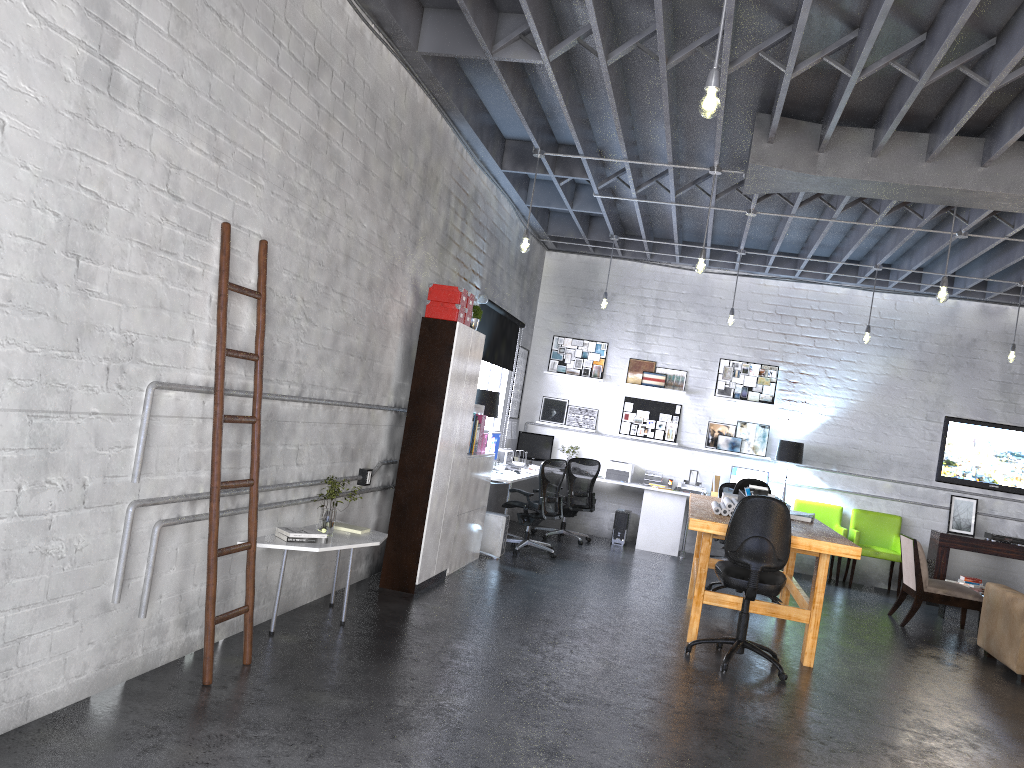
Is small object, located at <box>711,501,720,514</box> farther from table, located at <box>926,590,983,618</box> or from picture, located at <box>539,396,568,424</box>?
picture, located at <box>539,396,568,424</box>

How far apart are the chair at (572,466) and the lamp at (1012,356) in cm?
466

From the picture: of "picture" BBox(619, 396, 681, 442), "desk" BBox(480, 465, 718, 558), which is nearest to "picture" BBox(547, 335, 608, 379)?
"picture" BBox(619, 396, 681, 442)

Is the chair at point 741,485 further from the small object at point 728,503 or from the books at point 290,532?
the books at point 290,532

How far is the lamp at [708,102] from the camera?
3.7m

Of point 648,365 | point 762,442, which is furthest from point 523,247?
point 762,442

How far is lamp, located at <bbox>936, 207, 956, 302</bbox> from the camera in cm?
684

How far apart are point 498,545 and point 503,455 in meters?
1.4 m

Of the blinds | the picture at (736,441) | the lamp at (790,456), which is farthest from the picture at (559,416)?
the lamp at (790,456)

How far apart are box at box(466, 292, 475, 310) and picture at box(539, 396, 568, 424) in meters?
5.1 m
